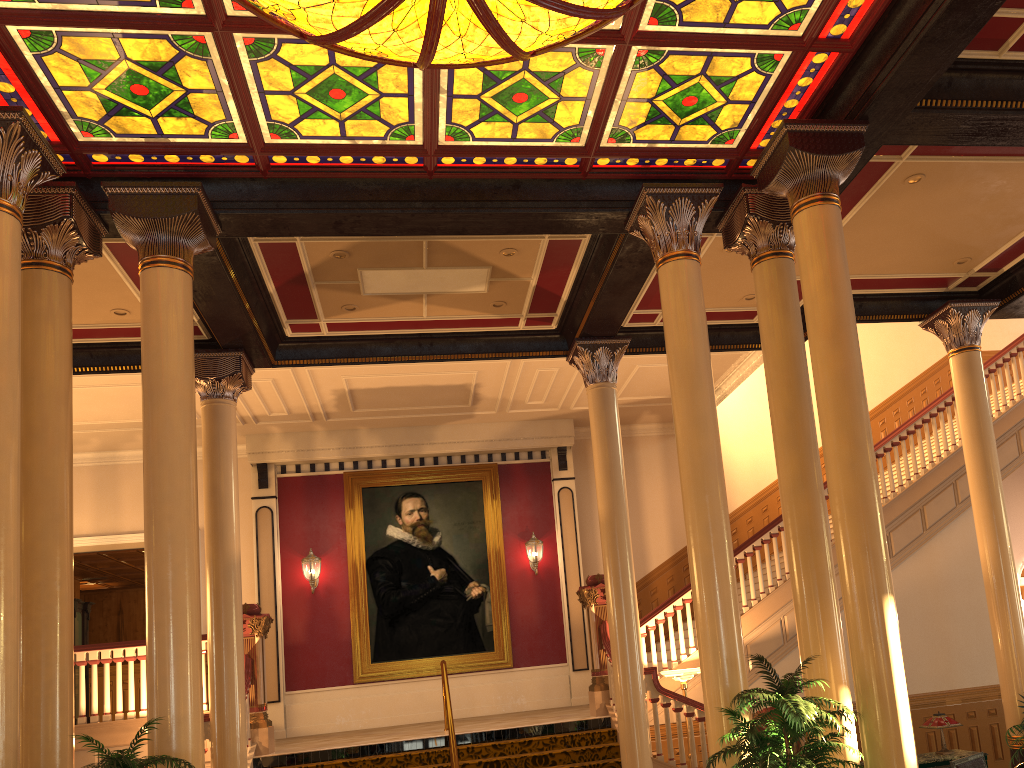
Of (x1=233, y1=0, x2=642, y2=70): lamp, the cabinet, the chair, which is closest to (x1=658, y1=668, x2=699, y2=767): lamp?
the cabinet

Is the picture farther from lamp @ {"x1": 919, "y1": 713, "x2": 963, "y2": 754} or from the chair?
the chair

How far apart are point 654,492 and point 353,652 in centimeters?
569cm

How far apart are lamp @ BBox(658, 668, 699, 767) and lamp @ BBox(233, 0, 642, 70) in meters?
6.8

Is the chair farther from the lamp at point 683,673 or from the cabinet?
the lamp at point 683,673

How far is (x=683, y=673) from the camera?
9.72m

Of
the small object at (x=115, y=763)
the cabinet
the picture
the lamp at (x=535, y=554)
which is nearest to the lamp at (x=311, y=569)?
A: the picture

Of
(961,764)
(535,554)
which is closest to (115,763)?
(961,764)

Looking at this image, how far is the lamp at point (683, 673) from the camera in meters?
9.7

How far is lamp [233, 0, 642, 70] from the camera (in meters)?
4.98
